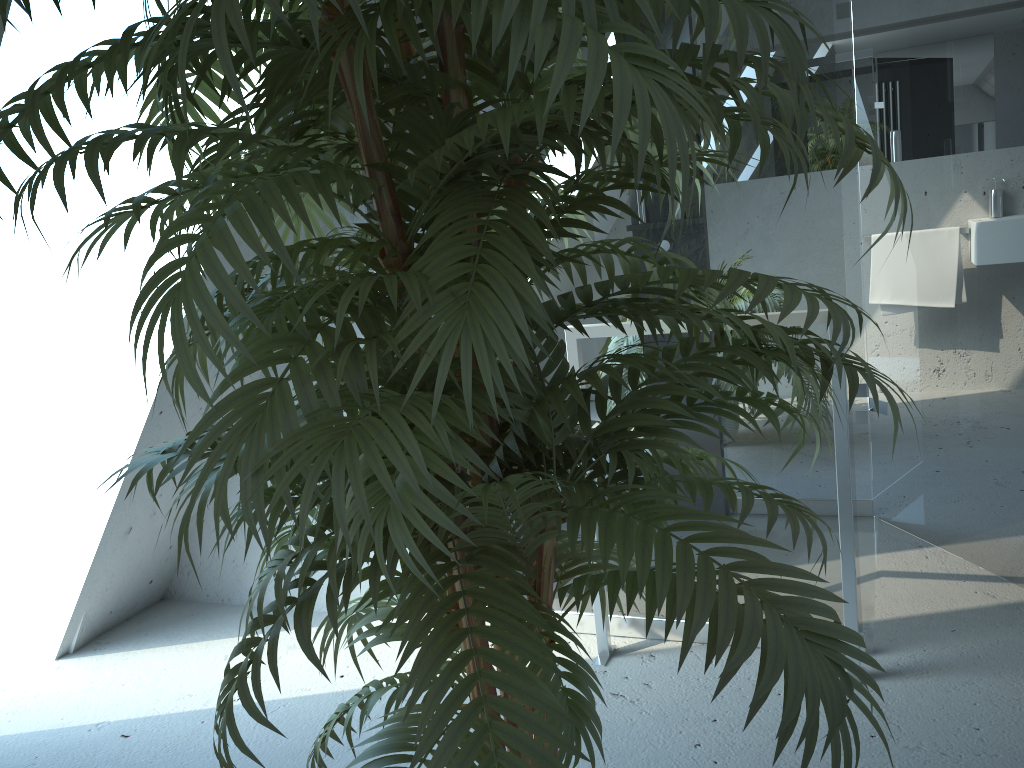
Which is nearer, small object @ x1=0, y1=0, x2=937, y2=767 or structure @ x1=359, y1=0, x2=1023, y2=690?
small object @ x1=0, y1=0, x2=937, y2=767

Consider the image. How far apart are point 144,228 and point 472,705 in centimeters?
173cm

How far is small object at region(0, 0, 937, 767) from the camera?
0.7m

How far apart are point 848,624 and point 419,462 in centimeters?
162cm

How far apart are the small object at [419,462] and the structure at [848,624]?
0.7m

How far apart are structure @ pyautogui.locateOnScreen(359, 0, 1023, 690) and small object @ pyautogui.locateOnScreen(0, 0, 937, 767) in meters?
0.7

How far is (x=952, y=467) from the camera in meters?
2.6

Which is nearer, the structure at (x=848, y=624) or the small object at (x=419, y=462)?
the small object at (x=419, y=462)

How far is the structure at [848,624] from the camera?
2.0m
